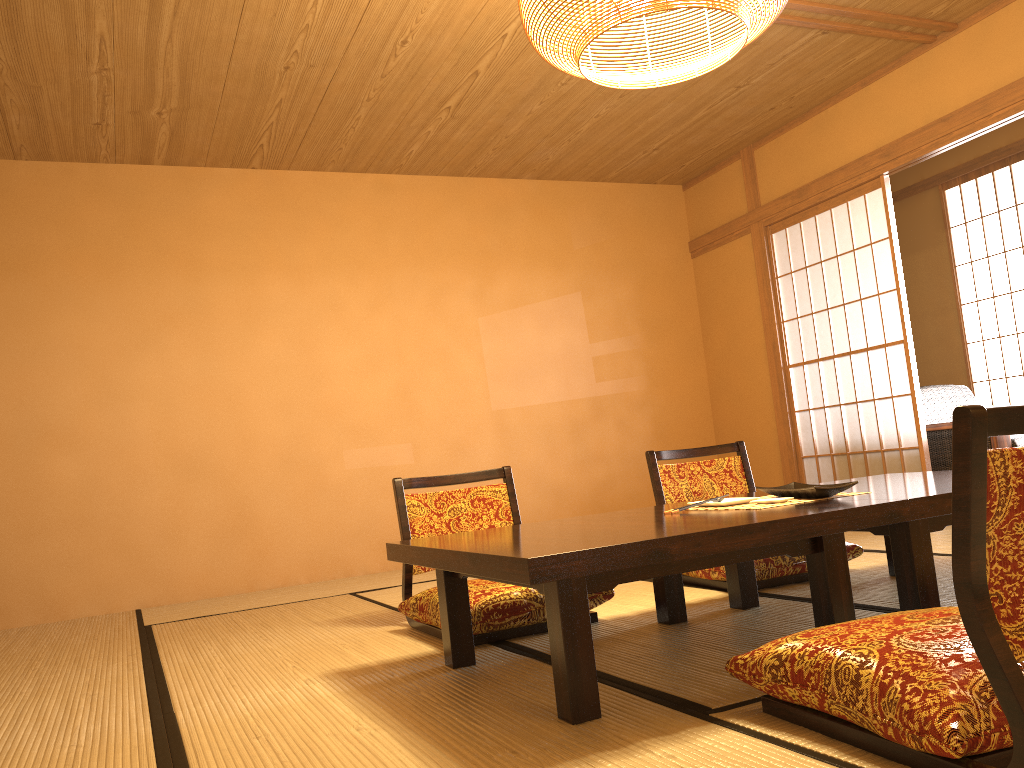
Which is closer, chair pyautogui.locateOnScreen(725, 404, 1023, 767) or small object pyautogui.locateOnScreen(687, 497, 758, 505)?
chair pyautogui.locateOnScreen(725, 404, 1023, 767)

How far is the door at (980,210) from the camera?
6.29m

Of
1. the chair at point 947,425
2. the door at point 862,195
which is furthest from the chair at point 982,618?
the chair at point 947,425

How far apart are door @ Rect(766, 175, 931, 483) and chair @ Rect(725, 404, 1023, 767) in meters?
3.4 m

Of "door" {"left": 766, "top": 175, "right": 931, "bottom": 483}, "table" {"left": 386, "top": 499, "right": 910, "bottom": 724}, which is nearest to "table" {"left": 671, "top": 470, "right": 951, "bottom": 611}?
"table" {"left": 386, "top": 499, "right": 910, "bottom": 724}

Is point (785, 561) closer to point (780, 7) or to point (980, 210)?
point (780, 7)

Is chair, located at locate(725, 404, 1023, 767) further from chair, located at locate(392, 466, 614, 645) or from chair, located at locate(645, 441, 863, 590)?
chair, located at locate(645, 441, 863, 590)

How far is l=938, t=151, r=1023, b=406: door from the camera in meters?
6.3

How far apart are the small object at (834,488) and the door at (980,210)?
4.3m

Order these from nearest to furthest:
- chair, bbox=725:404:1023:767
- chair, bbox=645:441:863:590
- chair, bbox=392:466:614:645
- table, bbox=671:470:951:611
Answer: chair, bbox=725:404:1023:767 → table, bbox=671:470:951:611 → chair, bbox=392:466:614:645 → chair, bbox=645:441:863:590
